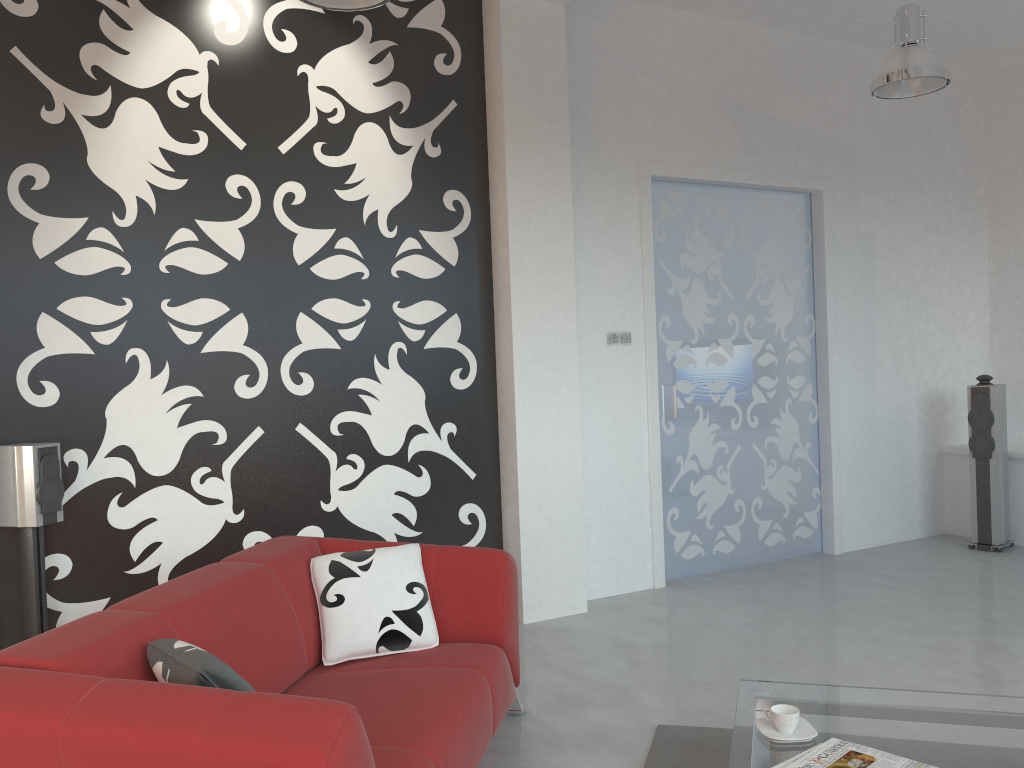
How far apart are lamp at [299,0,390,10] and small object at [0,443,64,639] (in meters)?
2.04

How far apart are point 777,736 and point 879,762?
0.29m

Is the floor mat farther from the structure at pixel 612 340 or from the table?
the structure at pixel 612 340

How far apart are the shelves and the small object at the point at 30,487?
5.79m

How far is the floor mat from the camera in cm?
296

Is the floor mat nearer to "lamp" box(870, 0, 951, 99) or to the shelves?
"lamp" box(870, 0, 951, 99)

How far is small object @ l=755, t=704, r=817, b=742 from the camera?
2.4m

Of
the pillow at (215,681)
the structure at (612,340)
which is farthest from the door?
the pillow at (215,681)

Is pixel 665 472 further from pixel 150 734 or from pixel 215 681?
pixel 150 734

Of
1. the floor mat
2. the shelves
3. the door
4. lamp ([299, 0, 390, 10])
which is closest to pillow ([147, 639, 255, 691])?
the floor mat
